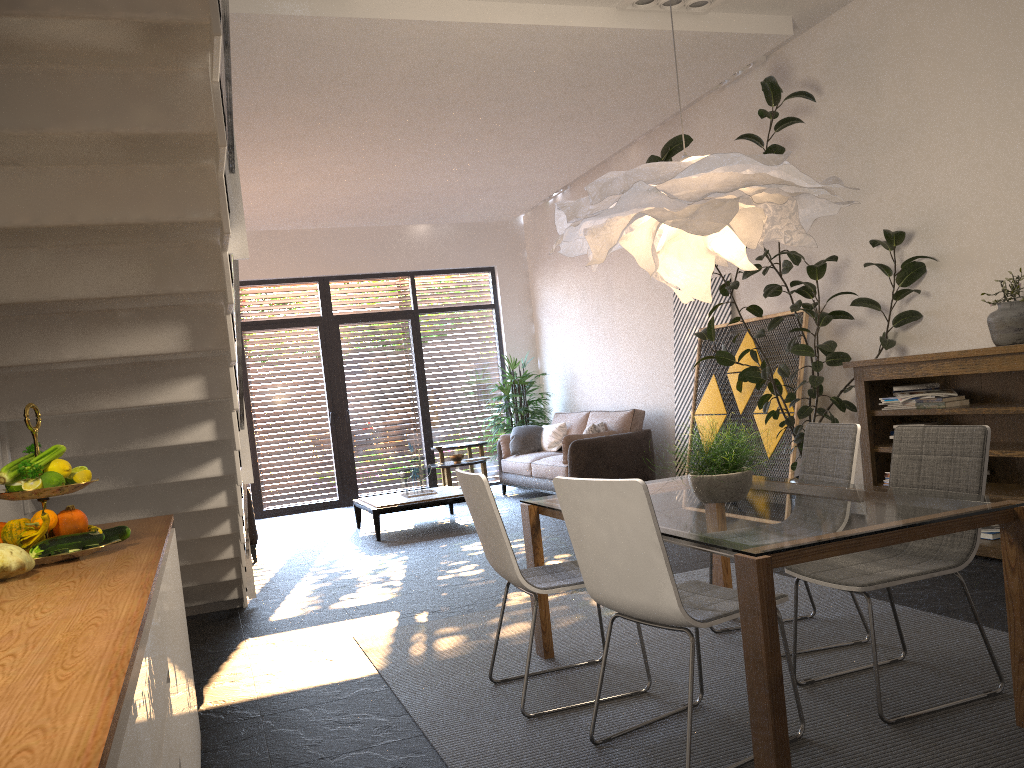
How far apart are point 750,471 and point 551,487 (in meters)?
5.77

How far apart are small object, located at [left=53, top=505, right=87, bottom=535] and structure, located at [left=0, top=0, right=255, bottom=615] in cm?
80

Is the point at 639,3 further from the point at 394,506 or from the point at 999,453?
the point at 394,506

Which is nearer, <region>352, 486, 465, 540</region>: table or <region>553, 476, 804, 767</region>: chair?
<region>553, 476, 804, 767</region>: chair

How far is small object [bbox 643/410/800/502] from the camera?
3.2m

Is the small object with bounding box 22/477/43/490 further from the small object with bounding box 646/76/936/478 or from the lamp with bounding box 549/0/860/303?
the small object with bounding box 646/76/936/478

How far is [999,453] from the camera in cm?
474

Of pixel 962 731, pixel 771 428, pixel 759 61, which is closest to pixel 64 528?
A: pixel 962 731

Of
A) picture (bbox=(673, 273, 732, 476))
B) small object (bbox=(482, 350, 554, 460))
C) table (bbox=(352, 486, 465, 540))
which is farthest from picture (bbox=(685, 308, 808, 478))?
small object (bbox=(482, 350, 554, 460))

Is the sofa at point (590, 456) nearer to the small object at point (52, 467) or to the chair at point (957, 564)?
the chair at point (957, 564)
